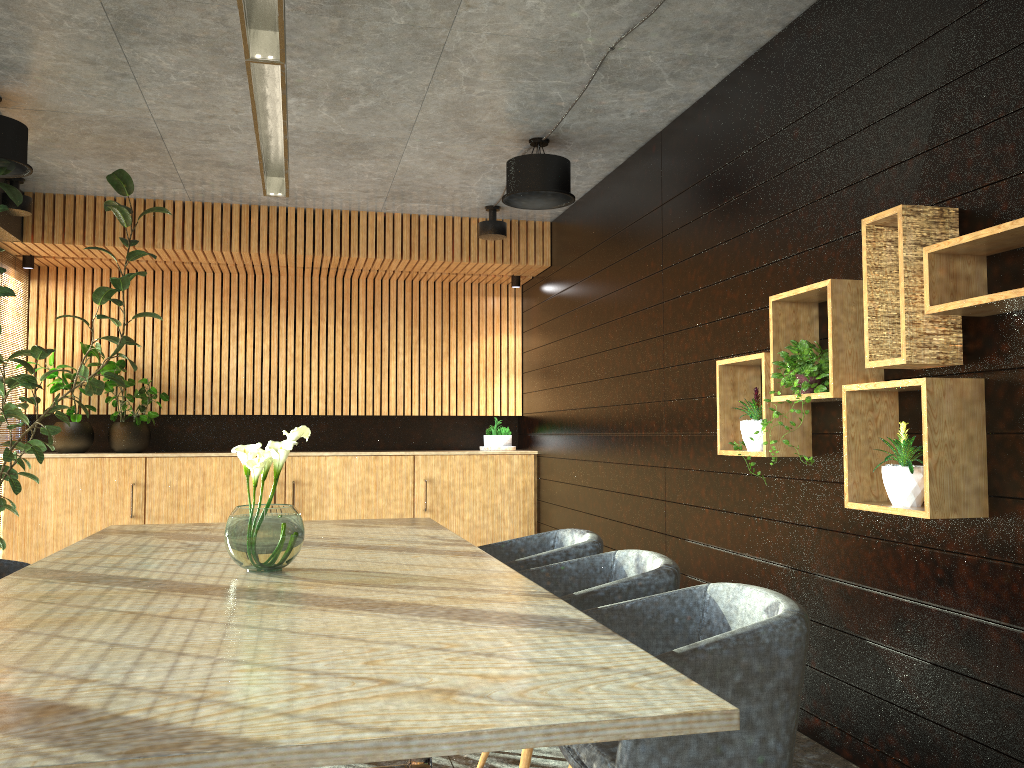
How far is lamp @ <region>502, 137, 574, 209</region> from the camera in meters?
6.0

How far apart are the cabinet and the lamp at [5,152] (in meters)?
3.24

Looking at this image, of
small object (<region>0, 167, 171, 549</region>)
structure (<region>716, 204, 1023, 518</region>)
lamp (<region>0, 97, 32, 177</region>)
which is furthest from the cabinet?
structure (<region>716, 204, 1023, 518</region>)

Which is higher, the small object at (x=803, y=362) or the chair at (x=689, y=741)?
the small object at (x=803, y=362)

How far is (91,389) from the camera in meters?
6.1 m

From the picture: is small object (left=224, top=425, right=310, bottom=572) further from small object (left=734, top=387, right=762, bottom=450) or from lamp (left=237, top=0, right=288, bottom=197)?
small object (left=734, top=387, right=762, bottom=450)

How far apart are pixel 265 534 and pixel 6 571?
1.8m

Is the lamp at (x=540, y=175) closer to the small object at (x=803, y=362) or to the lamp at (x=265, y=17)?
the lamp at (x=265, y=17)

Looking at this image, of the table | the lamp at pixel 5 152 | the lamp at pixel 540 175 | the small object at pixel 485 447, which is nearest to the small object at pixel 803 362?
the table

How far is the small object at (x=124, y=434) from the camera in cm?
818
